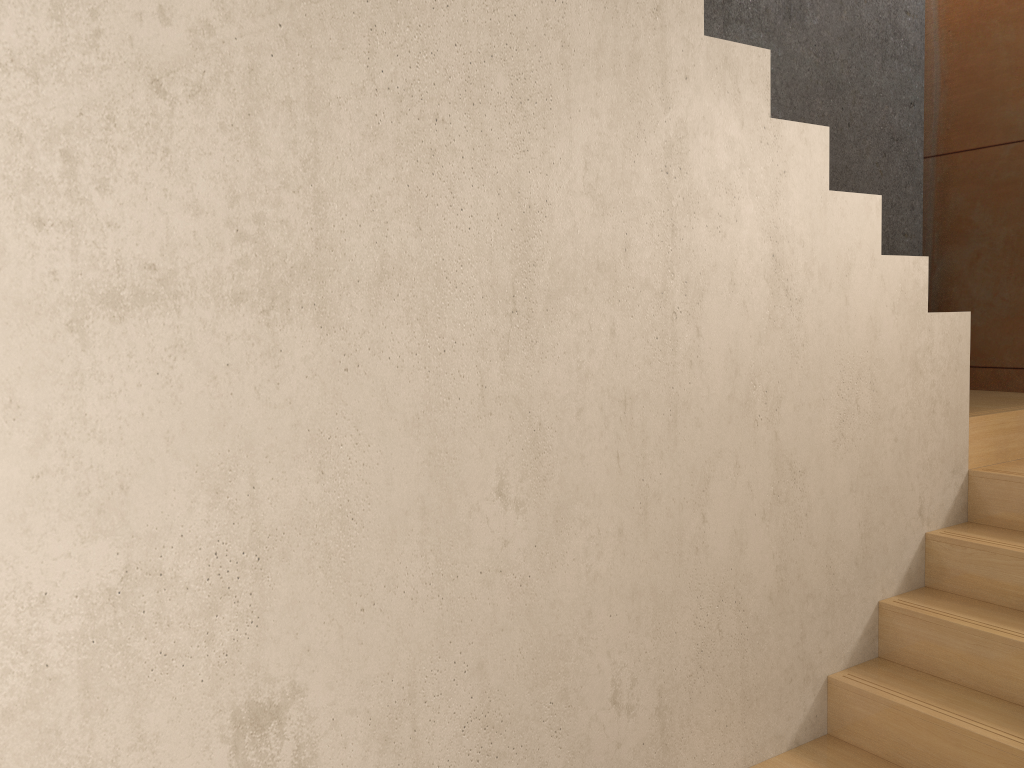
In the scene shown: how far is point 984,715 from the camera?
2.4m

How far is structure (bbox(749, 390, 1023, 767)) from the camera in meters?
2.4 m

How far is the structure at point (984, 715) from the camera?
2.38m
